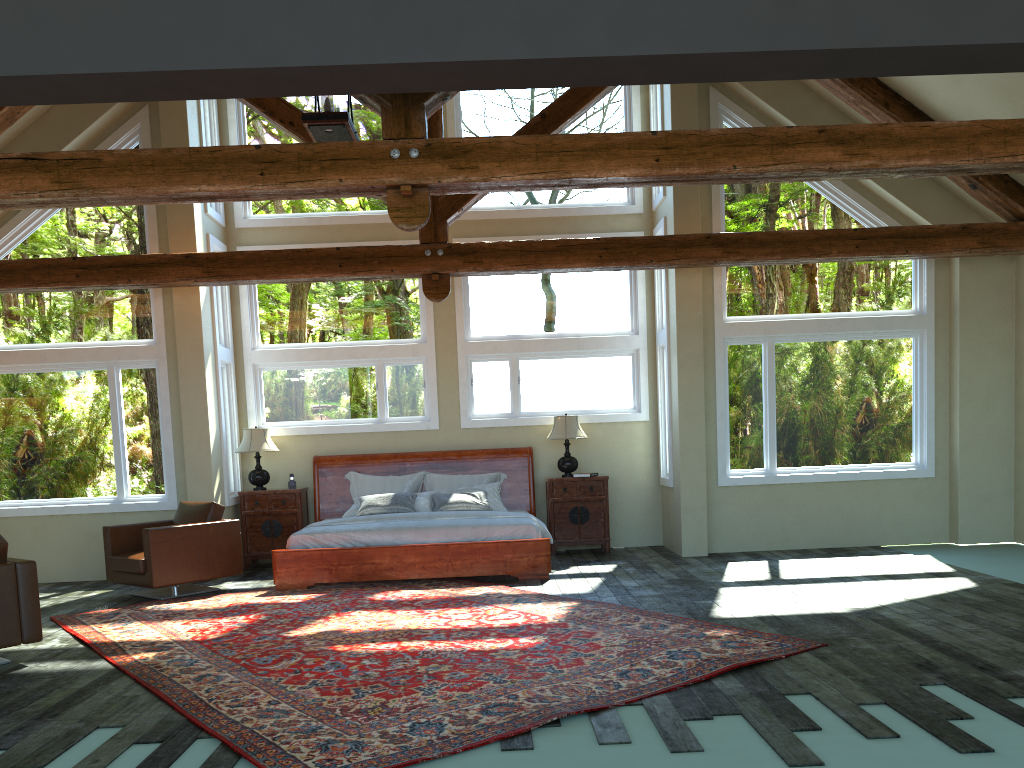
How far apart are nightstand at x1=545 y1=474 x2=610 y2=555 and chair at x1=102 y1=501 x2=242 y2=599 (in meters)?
3.58

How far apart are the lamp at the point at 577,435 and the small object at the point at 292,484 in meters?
3.1

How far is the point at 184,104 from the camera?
9.3m

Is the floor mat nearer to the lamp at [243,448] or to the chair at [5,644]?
the chair at [5,644]

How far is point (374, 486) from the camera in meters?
10.5

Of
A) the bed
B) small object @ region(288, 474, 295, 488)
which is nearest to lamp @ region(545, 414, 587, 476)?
the bed

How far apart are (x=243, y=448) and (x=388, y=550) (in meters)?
2.77

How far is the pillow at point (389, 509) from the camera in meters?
9.8 m

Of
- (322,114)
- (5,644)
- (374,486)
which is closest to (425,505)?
(374,486)

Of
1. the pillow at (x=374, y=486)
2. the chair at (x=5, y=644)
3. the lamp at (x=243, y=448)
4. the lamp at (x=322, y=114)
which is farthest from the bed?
the lamp at (x=322, y=114)
